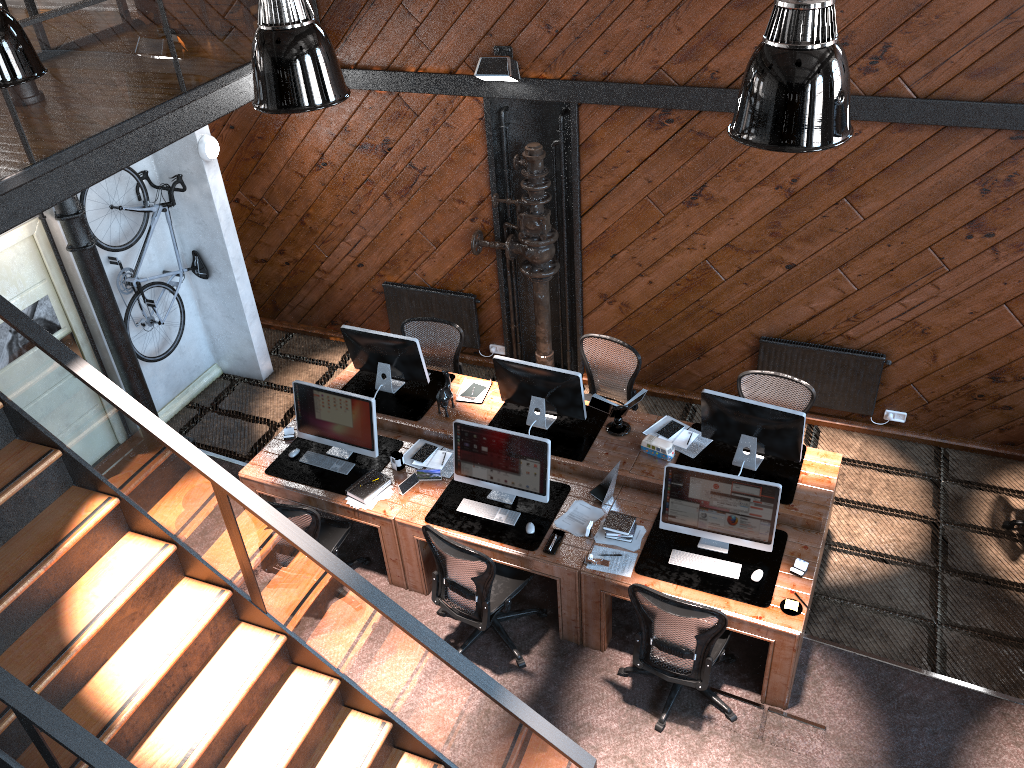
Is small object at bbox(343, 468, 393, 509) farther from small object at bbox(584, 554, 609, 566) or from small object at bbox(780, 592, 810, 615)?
small object at bbox(780, 592, 810, 615)

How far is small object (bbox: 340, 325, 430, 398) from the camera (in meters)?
7.08

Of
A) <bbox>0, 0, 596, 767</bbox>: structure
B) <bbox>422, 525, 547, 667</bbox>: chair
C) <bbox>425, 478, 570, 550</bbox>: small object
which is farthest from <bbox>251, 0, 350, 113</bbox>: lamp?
<bbox>425, 478, 570, 550</bbox>: small object

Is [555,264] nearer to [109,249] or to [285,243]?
[285,243]

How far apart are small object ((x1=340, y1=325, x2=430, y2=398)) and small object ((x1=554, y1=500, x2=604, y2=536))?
1.8m

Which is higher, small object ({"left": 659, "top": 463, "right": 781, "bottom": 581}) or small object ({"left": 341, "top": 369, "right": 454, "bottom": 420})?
small object ({"left": 659, "top": 463, "right": 781, "bottom": 581})

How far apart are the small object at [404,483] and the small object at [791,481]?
1.8m

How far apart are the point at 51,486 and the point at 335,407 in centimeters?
Result: 254cm

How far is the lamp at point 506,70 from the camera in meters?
6.9 m

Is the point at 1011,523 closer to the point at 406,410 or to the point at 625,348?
the point at 625,348
